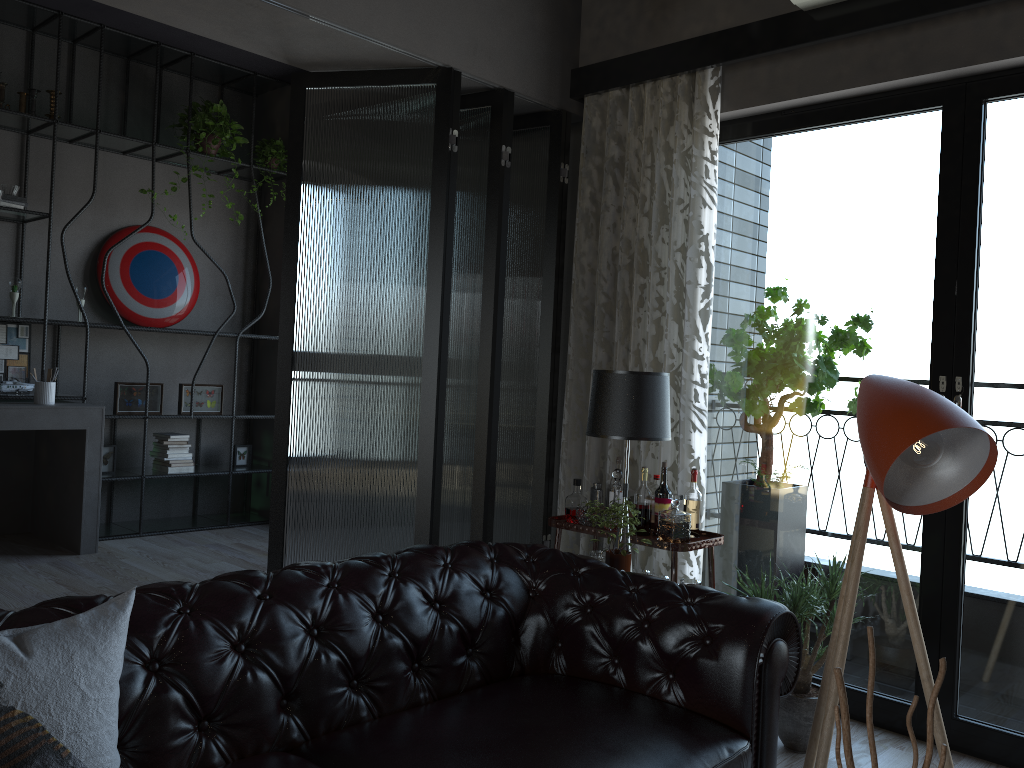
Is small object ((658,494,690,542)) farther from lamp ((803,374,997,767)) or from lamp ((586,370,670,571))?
lamp ((803,374,997,767))

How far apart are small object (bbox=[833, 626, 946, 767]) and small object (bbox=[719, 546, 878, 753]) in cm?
195

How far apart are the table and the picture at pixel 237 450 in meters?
3.2 m

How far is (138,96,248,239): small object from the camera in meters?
6.0 m

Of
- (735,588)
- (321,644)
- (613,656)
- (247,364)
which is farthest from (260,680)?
(247,364)

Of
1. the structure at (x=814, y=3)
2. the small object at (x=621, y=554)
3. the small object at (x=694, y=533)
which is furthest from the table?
the structure at (x=814, y=3)

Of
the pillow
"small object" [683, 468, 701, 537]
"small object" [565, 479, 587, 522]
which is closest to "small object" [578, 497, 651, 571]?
"small object" [683, 468, 701, 537]

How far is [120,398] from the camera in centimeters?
582cm

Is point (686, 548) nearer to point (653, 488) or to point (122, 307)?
point (653, 488)

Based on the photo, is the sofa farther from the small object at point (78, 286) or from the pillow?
the small object at point (78, 286)
